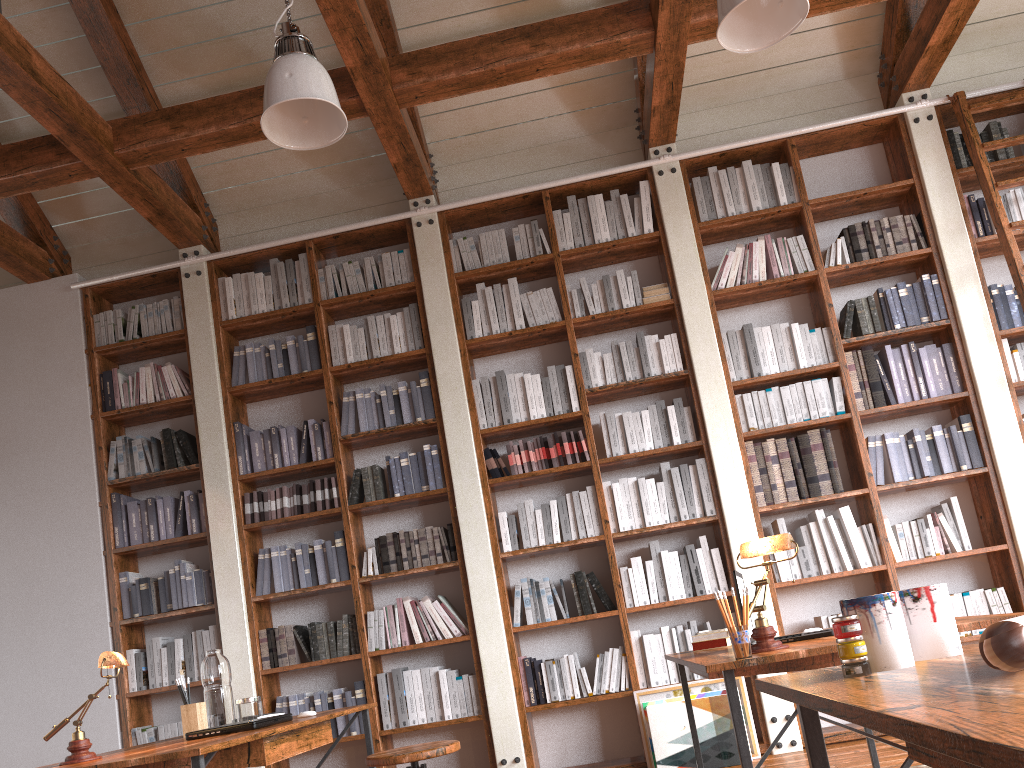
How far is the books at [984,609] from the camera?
4.6m

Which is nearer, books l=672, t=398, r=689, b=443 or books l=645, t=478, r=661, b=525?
books l=645, t=478, r=661, b=525

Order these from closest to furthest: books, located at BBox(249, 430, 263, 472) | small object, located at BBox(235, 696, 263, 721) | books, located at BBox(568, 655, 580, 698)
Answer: small object, located at BBox(235, 696, 263, 721)
books, located at BBox(568, 655, 580, 698)
books, located at BBox(249, 430, 263, 472)

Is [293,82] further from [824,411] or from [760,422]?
[824,411]

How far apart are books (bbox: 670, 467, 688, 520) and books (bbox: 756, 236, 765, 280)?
1.3m

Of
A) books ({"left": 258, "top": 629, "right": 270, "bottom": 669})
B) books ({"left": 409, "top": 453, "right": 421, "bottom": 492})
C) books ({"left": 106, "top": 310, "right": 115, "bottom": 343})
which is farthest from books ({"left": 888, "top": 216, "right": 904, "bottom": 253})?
books ({"left": 106, "top": 310, "right": 115, "bottom": 343})

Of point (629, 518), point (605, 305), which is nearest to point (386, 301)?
point (605, 305)

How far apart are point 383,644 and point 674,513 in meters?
1.8

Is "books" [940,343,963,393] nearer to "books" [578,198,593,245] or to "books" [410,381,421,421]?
"books" [578,198,593,245]

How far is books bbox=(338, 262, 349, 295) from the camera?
5.59m
